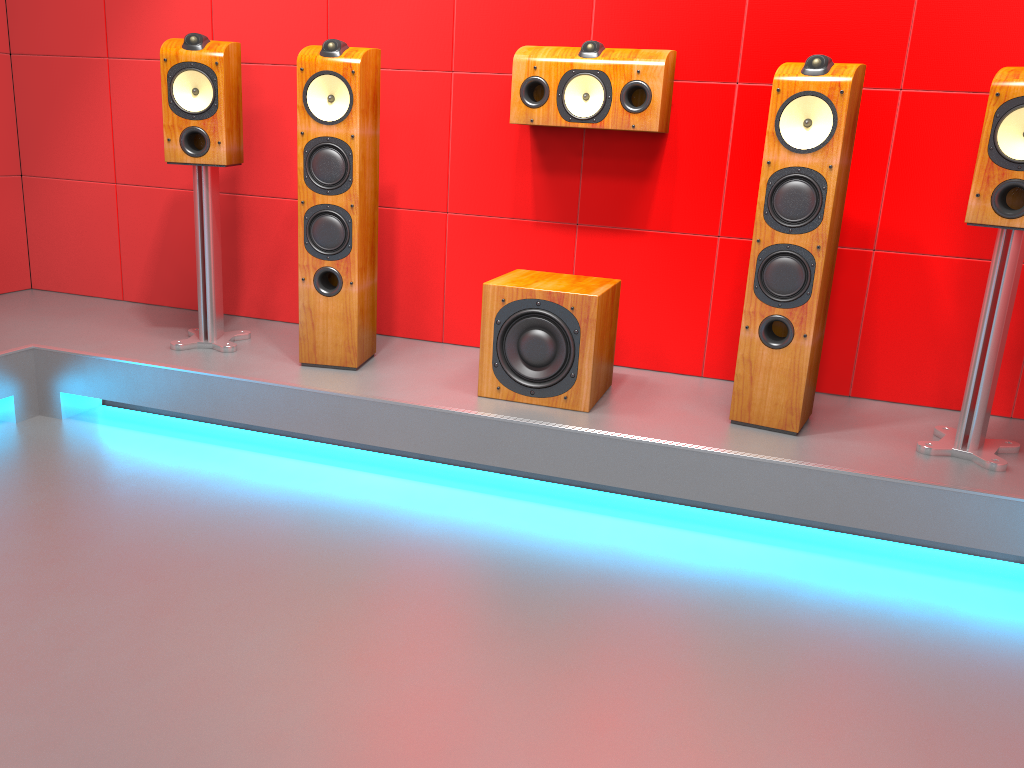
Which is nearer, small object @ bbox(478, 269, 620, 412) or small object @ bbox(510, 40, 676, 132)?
small object @ bbox(478, 269, 620, 412)

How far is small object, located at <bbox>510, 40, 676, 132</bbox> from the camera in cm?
277

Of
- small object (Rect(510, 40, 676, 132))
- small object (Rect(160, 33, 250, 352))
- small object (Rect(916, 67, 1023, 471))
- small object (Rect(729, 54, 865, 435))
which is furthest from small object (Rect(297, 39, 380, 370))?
small object (Rect(916, 67, 1023, 471))

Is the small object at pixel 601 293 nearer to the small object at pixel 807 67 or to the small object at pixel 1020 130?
the small object at pixel 807 67

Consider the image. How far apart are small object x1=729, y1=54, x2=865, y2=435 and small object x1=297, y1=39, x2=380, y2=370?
1.2 meters

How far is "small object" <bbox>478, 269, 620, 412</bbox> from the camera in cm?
263

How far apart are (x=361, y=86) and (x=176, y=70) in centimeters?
64cm

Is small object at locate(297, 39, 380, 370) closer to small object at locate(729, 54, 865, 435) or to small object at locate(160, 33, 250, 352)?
small object at locate(160, 33, 250, 352)

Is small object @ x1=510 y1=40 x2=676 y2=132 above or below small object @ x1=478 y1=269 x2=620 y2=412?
above

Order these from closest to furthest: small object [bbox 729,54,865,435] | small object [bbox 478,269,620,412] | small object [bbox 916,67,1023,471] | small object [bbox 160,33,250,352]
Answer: small object [bbox 916,67,1023,471], small object [bbox 729,54,865,435], small object [bbox 478,269,620,412], small object [bbox 160,33,250,352]
